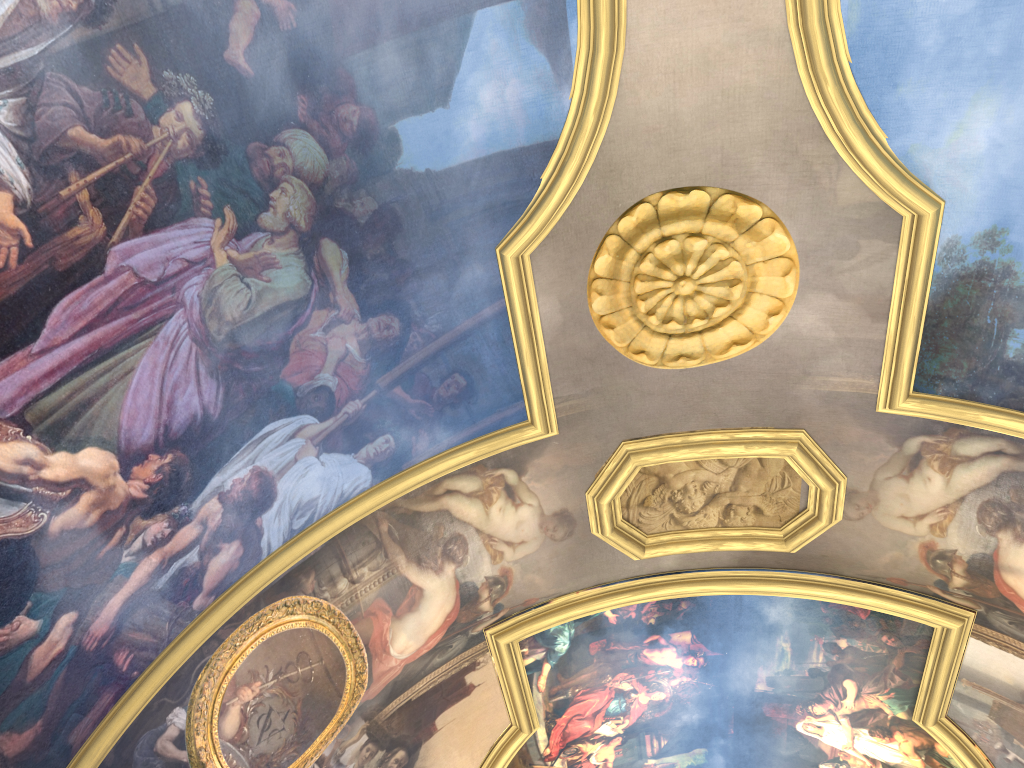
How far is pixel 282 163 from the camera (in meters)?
7.06
